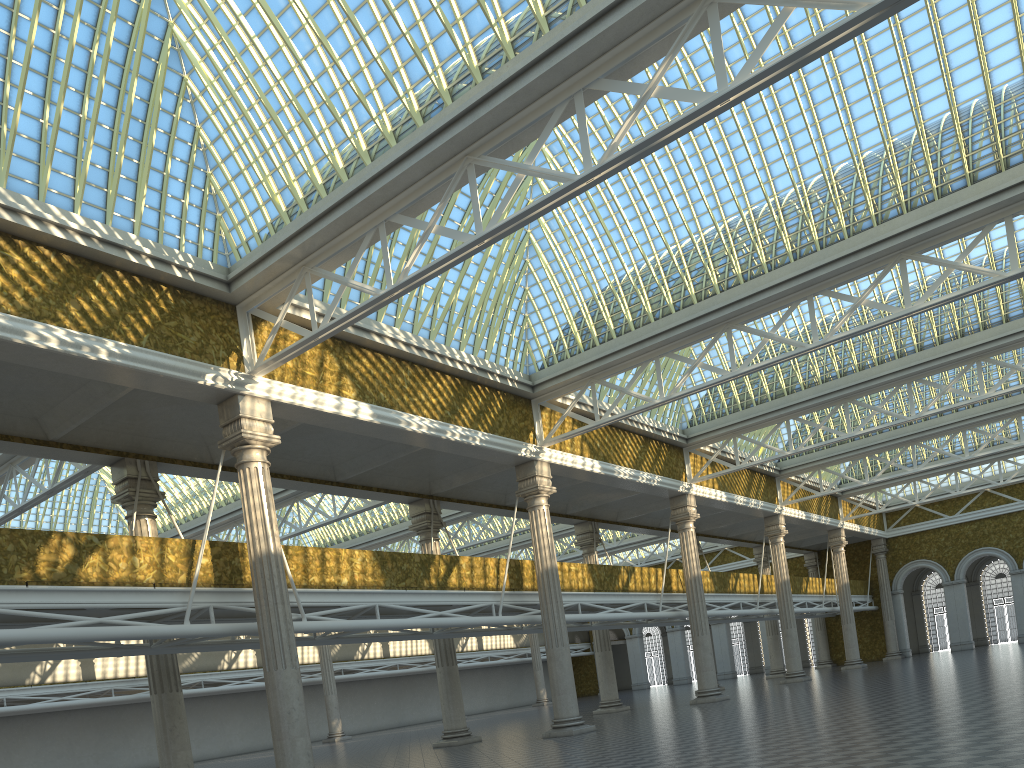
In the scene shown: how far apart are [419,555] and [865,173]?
16.0m

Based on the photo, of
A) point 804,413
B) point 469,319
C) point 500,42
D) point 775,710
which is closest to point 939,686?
point 775,710

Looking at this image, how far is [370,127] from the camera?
17.52m
